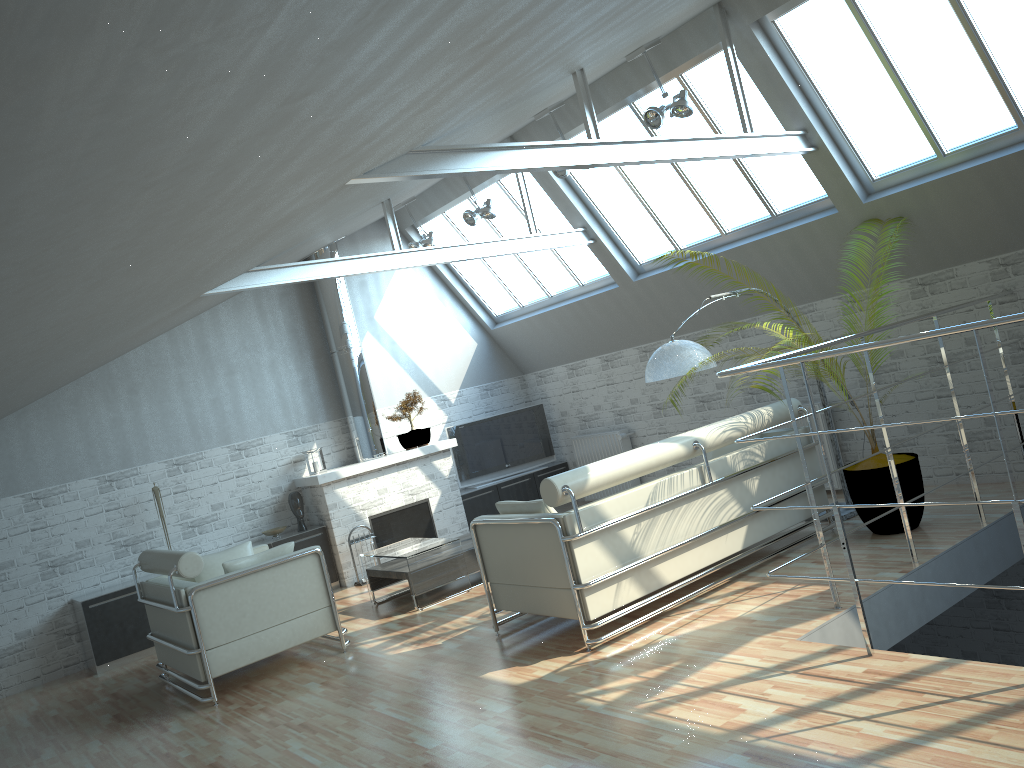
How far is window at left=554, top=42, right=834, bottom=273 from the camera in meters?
14.0 m

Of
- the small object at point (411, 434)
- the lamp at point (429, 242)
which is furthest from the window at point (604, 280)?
the small object at point (411, 434)

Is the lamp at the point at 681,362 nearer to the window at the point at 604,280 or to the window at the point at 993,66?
the window at the point at 993,66

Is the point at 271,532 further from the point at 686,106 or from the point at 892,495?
the point at 892,495

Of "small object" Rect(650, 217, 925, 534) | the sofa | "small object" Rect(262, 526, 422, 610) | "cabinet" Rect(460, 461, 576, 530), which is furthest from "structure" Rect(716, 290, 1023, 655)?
"small object" Rect(262, 526, 422, 610)

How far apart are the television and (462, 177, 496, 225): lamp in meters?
5.2 m

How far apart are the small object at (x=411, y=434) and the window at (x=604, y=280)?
3.25m

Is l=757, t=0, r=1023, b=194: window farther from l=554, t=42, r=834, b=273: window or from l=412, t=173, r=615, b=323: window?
l=412, t=173, r=615, b=323: window

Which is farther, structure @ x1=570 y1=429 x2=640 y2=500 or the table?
structure @ x1=570 y1=429 x2=640 y2=500

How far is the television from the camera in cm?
2033
